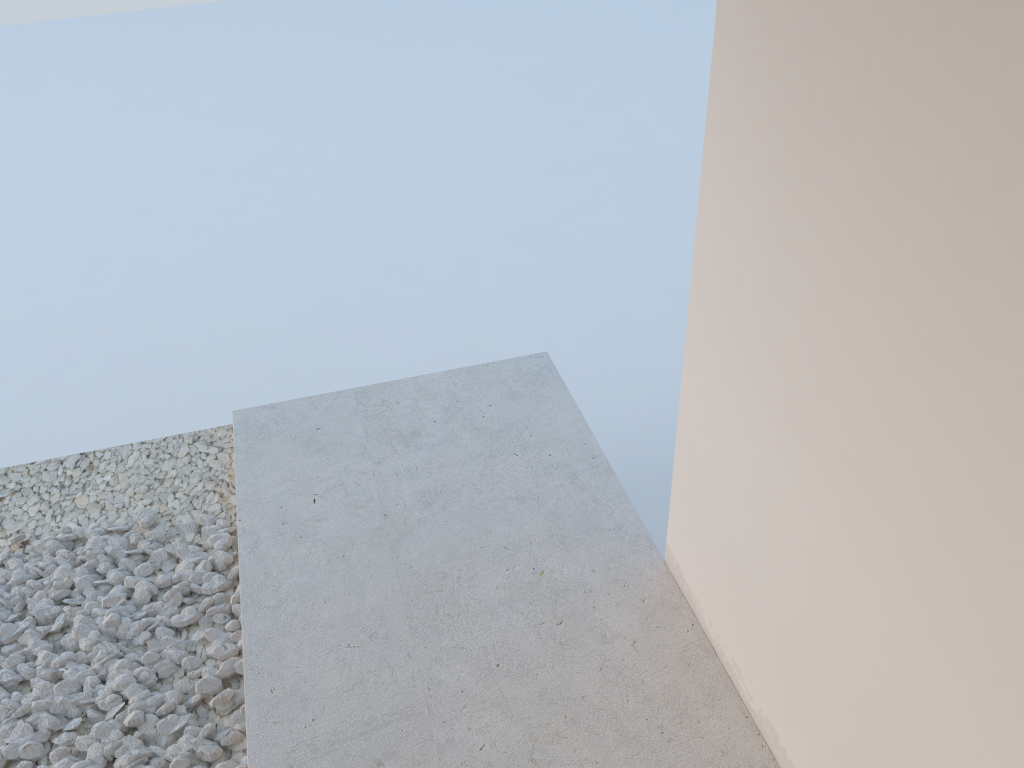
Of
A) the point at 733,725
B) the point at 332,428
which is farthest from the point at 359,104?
the point at 733,725
